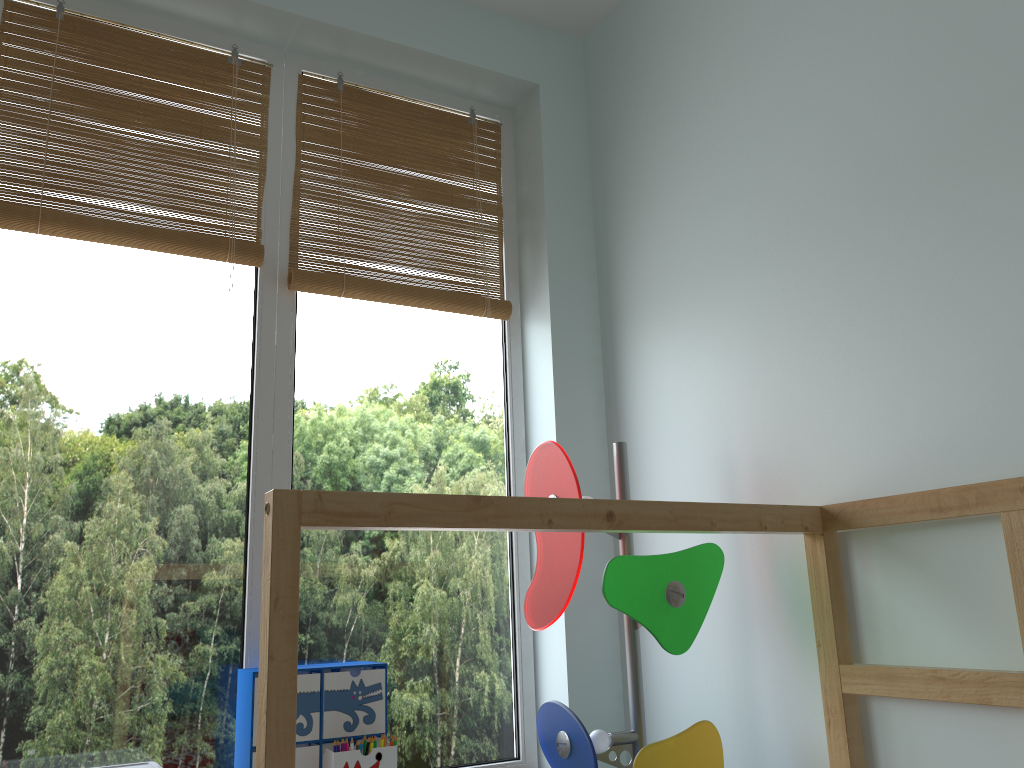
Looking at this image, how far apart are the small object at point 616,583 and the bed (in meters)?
0.16

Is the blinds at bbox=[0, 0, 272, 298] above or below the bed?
above

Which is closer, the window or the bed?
the bed

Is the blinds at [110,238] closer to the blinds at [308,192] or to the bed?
the blinds at [308,192]

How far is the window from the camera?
1.52m

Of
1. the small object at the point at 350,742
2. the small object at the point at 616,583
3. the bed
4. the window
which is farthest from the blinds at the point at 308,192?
the bed

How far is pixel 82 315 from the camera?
1.63m

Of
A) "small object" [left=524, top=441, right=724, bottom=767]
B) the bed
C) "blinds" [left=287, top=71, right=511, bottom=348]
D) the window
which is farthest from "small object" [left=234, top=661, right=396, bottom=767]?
"blinds" [left=287, top=71, right=511, bottom=348]

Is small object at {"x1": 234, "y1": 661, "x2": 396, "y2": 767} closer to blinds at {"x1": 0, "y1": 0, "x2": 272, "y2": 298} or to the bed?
the bed

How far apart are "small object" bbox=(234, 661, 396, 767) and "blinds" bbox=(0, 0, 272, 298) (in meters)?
0.78
